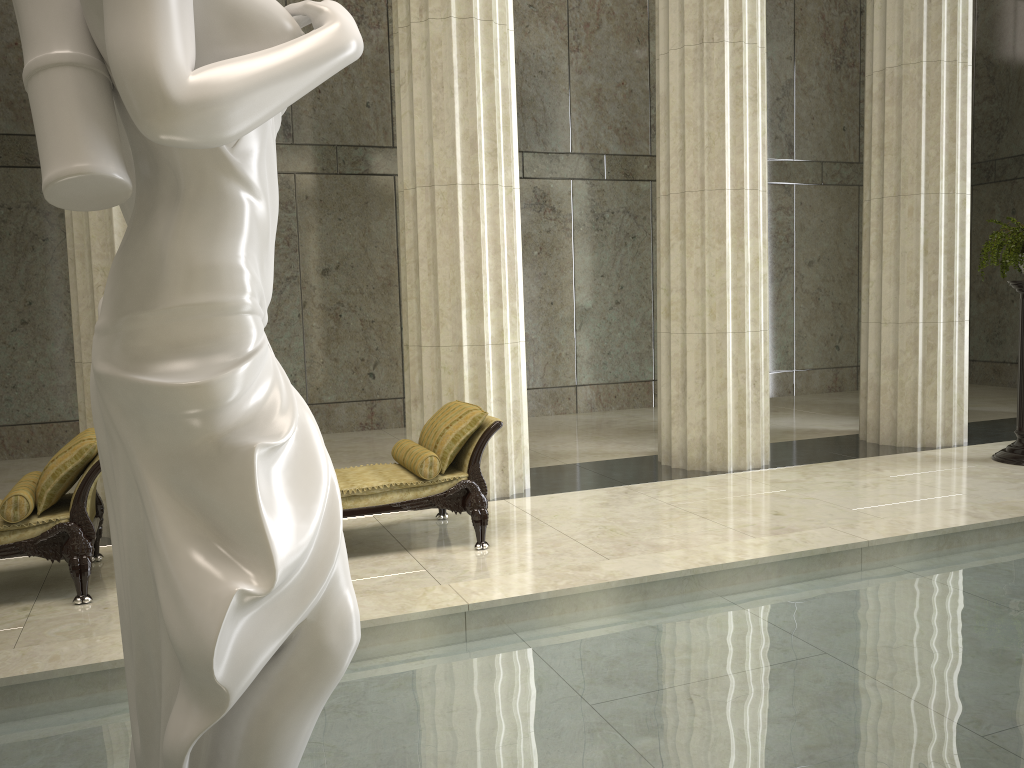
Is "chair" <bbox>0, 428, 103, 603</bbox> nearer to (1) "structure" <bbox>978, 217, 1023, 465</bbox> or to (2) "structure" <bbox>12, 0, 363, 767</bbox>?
(2) "structure" <bbox>12, 0, 363, 767</bbox>

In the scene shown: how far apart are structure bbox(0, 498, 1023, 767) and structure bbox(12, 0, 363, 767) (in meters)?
0.84

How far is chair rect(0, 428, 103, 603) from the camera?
5.11m

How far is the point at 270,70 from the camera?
1.7 meters

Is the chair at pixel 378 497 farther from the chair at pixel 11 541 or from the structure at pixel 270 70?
the structure at pixel 270 70

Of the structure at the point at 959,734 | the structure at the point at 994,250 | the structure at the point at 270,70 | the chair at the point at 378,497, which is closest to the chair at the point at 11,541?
the chair at the point at 378,497

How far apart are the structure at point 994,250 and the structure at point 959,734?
3.18m

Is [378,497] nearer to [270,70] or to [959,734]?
[959,734]

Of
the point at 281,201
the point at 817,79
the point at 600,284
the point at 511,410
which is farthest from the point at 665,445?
the point at 817,79

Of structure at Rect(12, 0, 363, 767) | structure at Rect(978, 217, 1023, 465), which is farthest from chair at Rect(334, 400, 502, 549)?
structure at Rect(978, 217, 1023, 465)
